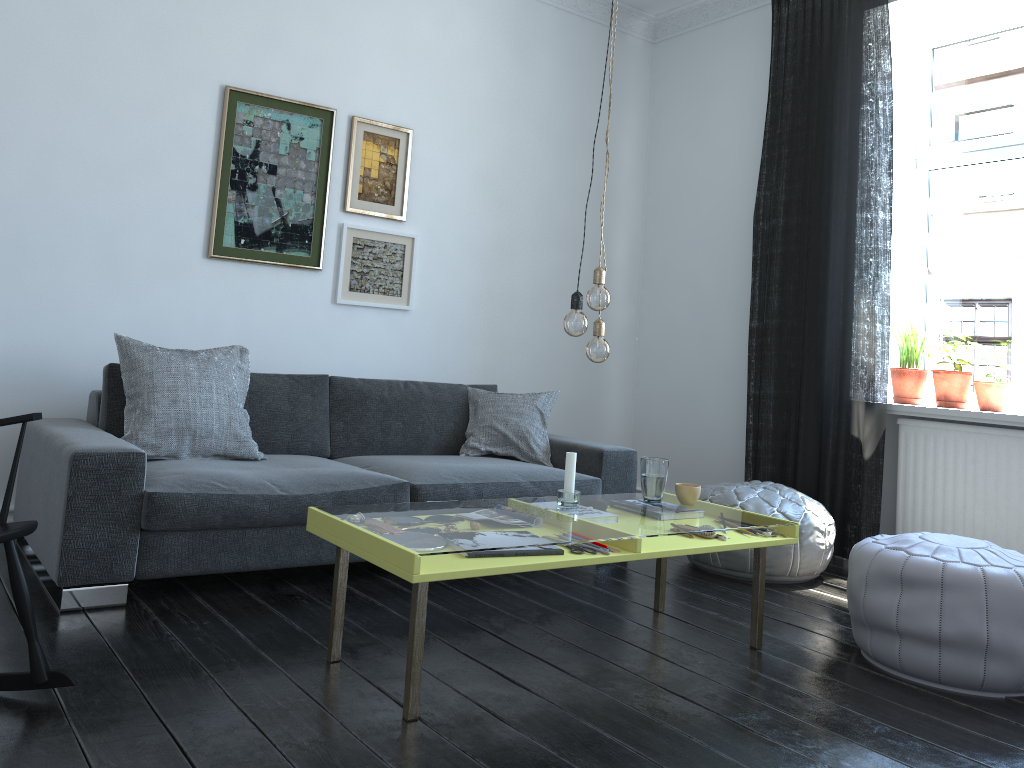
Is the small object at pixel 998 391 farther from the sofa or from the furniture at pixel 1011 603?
the sofa

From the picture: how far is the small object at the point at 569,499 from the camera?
2.8 meters

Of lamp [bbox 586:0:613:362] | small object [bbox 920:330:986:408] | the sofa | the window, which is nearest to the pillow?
the sofa

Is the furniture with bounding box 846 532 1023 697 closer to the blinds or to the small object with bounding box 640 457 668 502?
the small object with bounding box 640 457 668 502

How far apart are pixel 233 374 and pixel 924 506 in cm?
316

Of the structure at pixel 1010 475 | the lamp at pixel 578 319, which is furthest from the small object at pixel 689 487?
the structure at pixel 1010 475

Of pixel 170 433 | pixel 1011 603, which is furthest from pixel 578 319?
pixel 170 433

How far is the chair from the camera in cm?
205

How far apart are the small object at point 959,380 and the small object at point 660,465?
1.9m

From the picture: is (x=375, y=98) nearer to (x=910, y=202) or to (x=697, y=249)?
(x=697, y=249)
